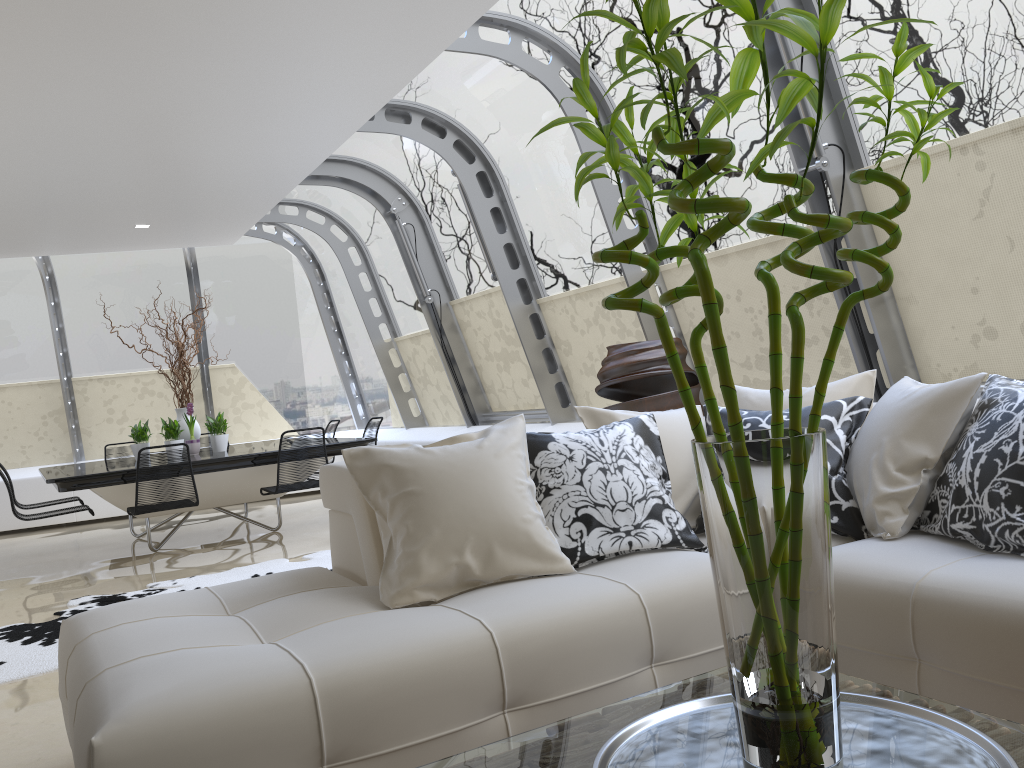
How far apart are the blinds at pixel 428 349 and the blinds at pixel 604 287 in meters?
2.2

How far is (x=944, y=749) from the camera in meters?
1.4

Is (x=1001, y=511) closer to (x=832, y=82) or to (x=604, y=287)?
(x=832, y=82)

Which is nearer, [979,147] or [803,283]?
[979,147]

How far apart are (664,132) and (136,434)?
7.69m

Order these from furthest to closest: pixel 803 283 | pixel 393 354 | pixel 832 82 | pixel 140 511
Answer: pixel 393 354 → pixel 140 511 → pixel 803 283 → pixel 832 82

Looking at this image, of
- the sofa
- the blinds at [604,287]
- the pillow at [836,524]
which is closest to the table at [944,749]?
the sofa

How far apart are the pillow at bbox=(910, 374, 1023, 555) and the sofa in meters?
0.0

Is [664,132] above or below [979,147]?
below

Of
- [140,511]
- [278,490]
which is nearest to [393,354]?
[278,490]
